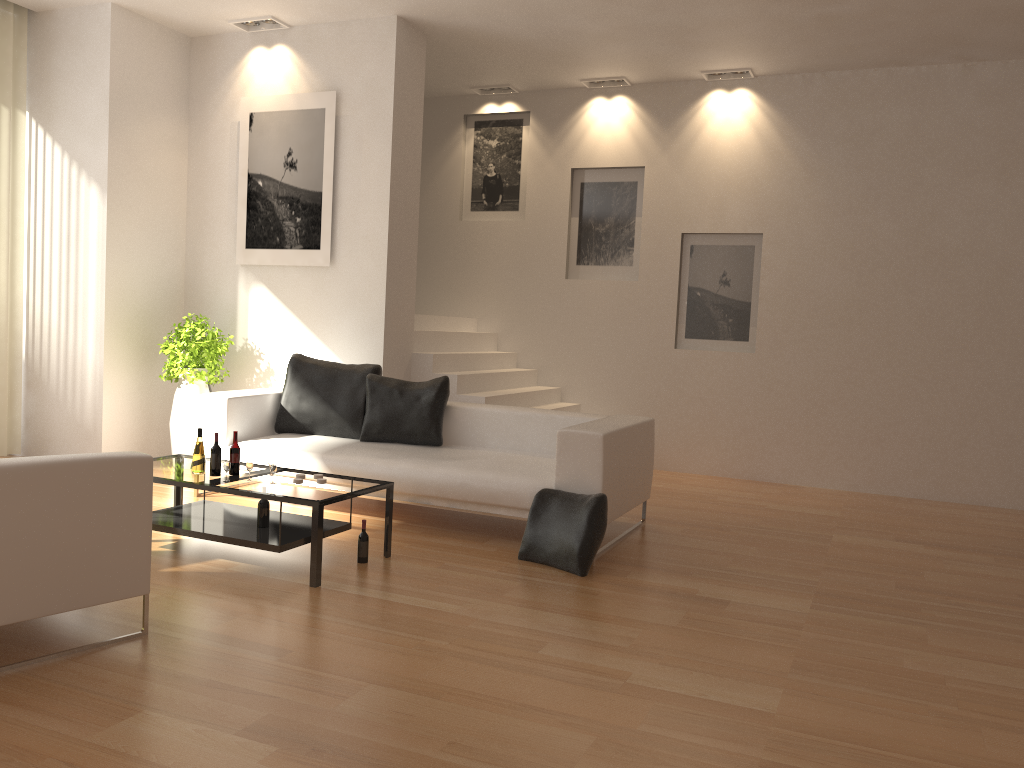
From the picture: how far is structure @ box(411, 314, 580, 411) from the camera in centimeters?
761cm

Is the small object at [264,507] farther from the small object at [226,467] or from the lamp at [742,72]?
the lamp at [742,72]

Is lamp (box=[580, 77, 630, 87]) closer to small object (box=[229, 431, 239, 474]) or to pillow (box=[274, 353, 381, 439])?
pillow (box=[274, 353, 381, 439])

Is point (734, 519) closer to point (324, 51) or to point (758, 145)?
point (758, 145)

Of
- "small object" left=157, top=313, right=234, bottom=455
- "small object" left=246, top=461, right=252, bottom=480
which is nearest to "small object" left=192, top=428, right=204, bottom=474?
"small object" left=246, top=461, right=252, bottom=480

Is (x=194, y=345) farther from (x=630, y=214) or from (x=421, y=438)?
(x=630, y=214)

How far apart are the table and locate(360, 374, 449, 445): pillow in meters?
1.2 m

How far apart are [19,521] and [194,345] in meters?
4.3 m

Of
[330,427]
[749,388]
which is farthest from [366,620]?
[749,388]

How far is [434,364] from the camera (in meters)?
7.61
